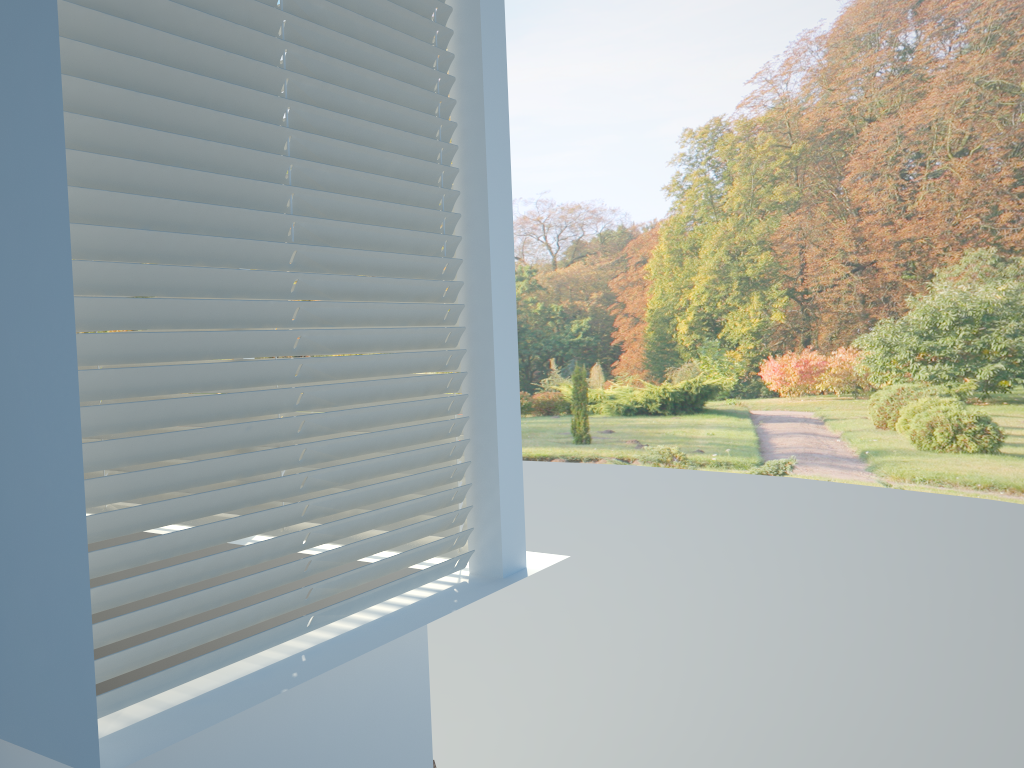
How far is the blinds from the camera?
1.53m

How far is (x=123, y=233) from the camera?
1.5m

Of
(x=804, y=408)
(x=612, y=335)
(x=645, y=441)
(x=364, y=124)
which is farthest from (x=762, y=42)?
(x=364, y=124)

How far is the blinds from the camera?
1.5 meters

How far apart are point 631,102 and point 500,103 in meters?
9.4 m
